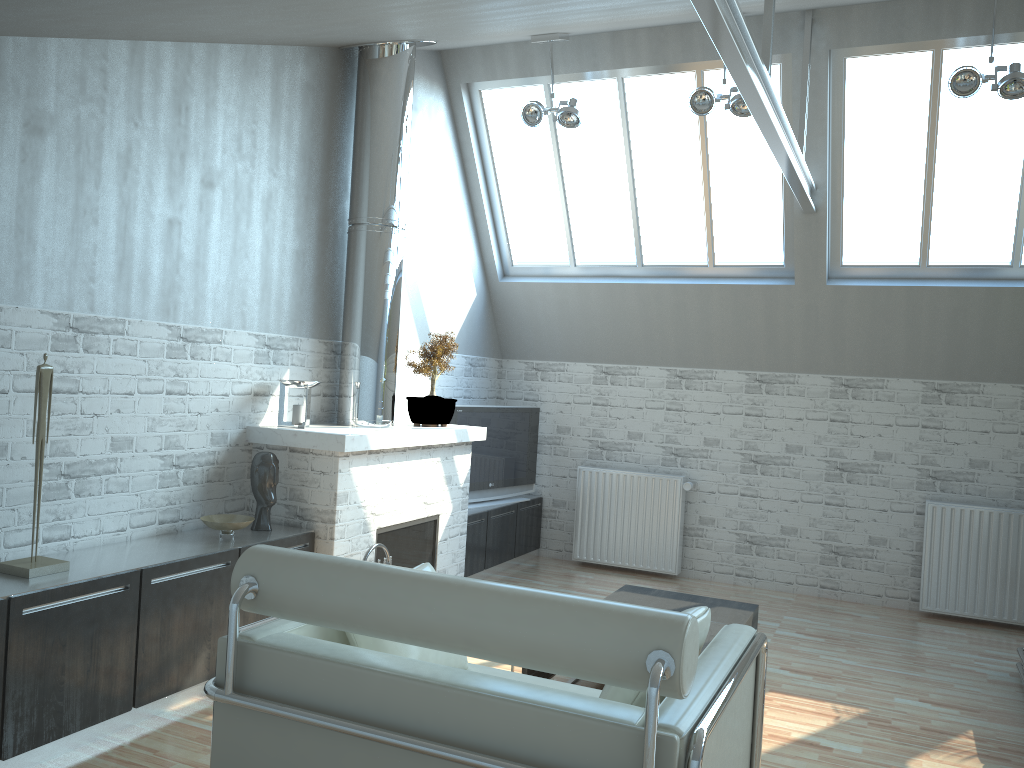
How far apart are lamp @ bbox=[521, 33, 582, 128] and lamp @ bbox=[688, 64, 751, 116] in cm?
144

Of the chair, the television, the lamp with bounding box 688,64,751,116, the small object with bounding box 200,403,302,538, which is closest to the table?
the chair

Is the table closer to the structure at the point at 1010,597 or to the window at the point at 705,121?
the structure at the point at 1010,597

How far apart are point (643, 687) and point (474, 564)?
9.2m

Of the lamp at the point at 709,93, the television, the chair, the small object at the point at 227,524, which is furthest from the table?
the lamp at the point at 709,93

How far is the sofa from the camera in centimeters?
966cm

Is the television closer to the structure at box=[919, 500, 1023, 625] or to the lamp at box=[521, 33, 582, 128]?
the lamp at box=[521, 33, 582, 128]

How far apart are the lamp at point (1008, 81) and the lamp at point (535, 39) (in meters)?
4.28

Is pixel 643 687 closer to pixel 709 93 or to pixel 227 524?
pixel 227 524

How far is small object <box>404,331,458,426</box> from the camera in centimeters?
1113cm
